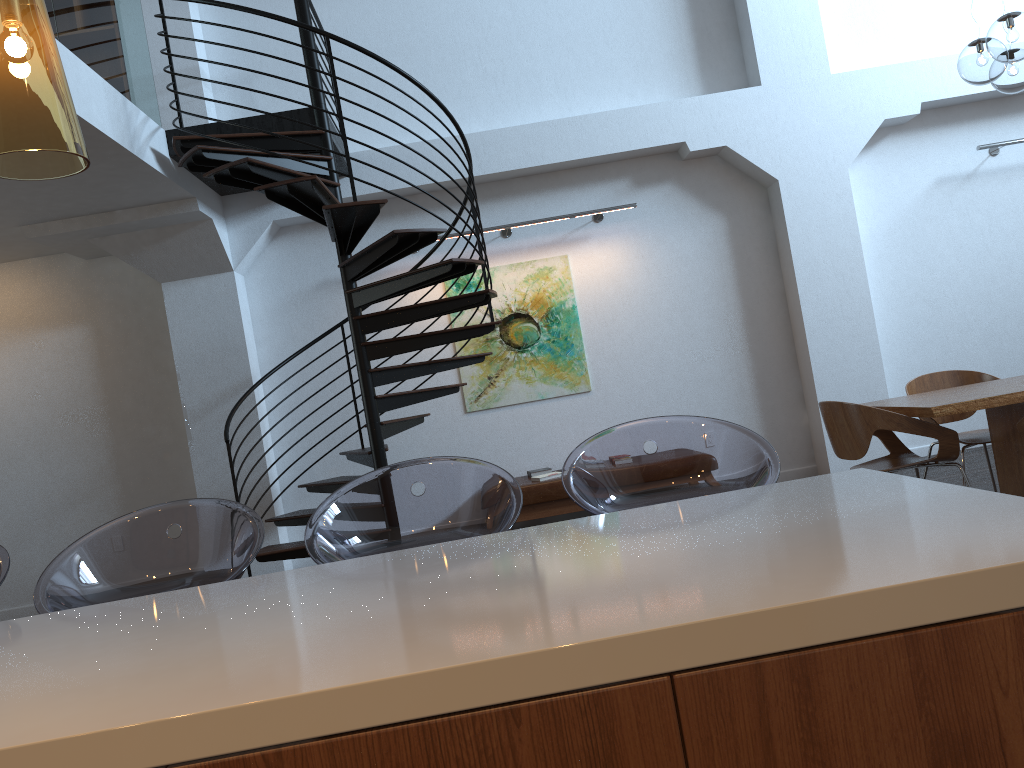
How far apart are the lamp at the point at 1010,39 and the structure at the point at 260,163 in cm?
293

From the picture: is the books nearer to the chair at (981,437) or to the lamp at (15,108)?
the chair at (981,437)

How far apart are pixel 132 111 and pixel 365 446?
3.3m

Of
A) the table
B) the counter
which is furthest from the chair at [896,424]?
the counter

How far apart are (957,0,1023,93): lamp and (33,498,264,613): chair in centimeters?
416cm

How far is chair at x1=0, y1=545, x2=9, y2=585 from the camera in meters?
2.2 m

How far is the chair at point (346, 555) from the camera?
2.2m

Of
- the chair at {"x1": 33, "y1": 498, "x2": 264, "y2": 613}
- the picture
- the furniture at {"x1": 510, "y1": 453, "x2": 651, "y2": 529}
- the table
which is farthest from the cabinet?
the picture

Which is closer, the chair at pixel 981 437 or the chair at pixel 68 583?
the chair at pixel 68 583

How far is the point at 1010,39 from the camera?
4.3 meters
